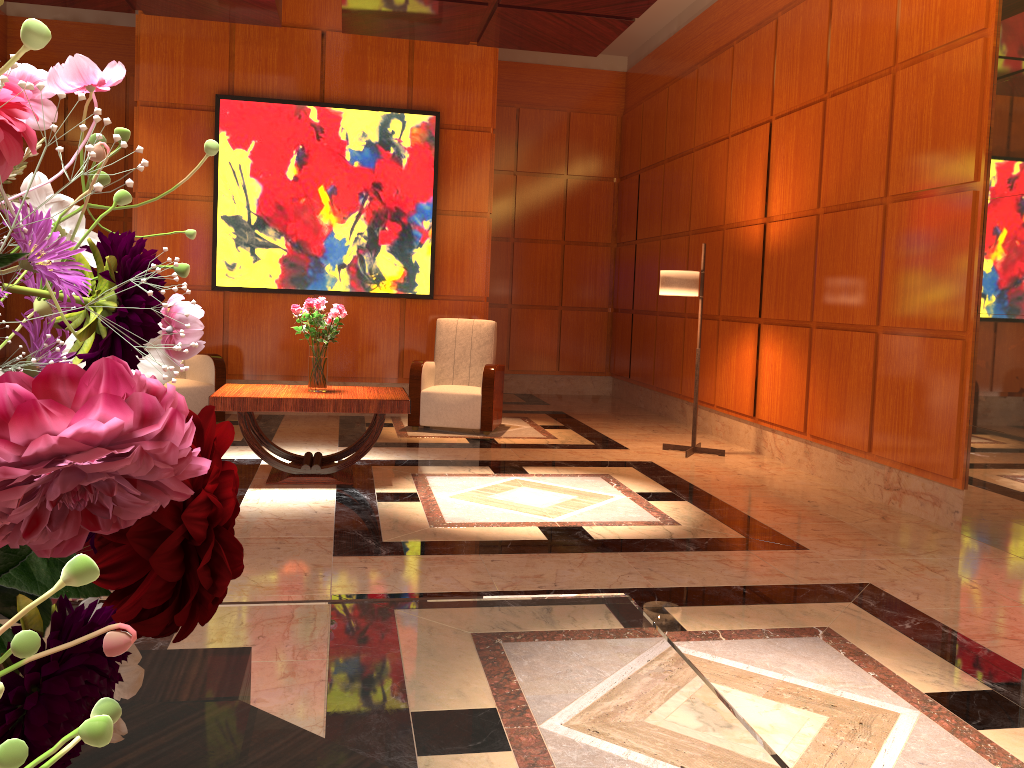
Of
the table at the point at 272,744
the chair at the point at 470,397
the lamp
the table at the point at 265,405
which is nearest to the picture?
the chair at the point at 470,397

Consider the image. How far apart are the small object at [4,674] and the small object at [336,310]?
4.9 meters

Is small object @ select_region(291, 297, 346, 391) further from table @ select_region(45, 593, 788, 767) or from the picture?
table @ select_region(45, 593, 788, 767)

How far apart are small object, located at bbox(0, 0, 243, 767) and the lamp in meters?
6.4

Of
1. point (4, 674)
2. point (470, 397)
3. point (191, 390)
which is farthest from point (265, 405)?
point (4, 674)

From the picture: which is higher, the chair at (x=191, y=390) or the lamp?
the lamp

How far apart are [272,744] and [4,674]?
0.6m

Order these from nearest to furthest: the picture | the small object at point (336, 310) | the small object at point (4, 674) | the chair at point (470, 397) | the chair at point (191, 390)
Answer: the small object at point (4, 674), the small object at point (336, 310), the chair at point (191, 390), the chair at point (470, 397), the picture

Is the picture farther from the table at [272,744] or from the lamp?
the table at [272,744]

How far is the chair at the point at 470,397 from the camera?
7.5m
